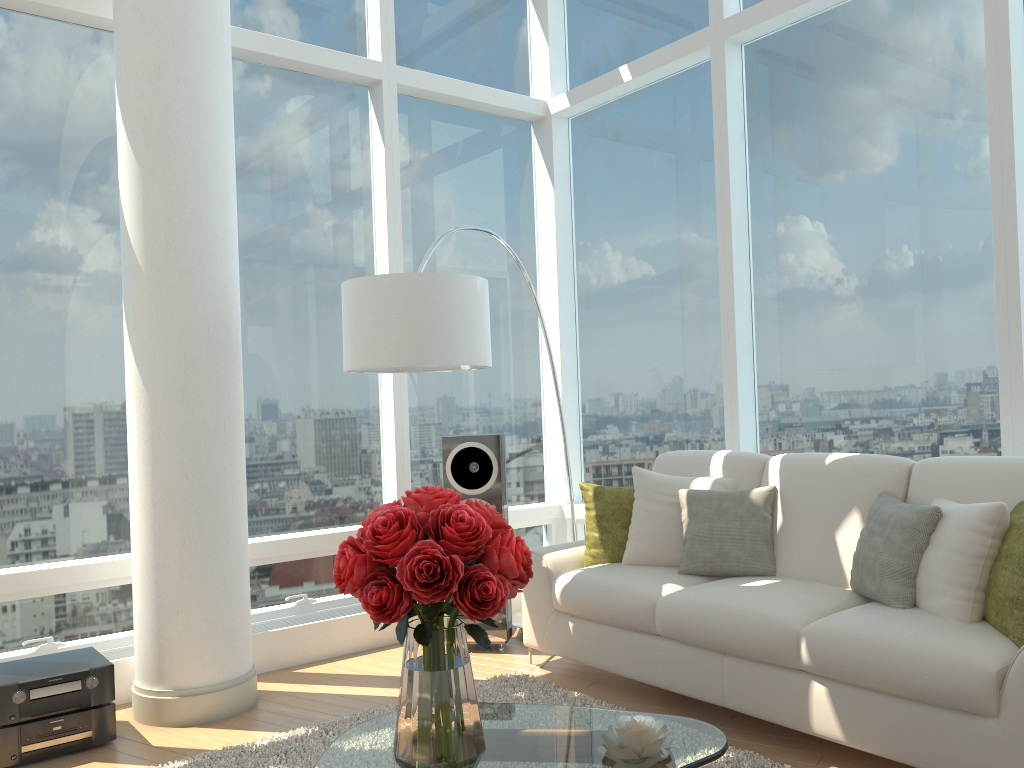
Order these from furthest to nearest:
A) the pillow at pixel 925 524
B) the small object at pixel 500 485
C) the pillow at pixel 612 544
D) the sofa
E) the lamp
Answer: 1. the small object at pixel 500 485
2. the pillow at pixel 612 544
3. the lamp
4. the pillow at pixel 925 524
5. the sofa

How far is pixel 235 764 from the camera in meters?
3.2 m

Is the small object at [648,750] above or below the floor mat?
above

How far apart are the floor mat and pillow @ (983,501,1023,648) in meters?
0.9

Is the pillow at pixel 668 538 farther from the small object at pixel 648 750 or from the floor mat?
the small object at pixel 648 750

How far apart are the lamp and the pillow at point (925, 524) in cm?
173

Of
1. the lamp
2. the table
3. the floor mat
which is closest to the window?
the lamp

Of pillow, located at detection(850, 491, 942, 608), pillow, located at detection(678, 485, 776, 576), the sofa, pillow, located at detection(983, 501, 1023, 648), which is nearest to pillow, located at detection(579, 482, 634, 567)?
the sofa

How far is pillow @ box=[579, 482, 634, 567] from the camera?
4.3m

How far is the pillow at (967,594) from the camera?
3.0 meters
